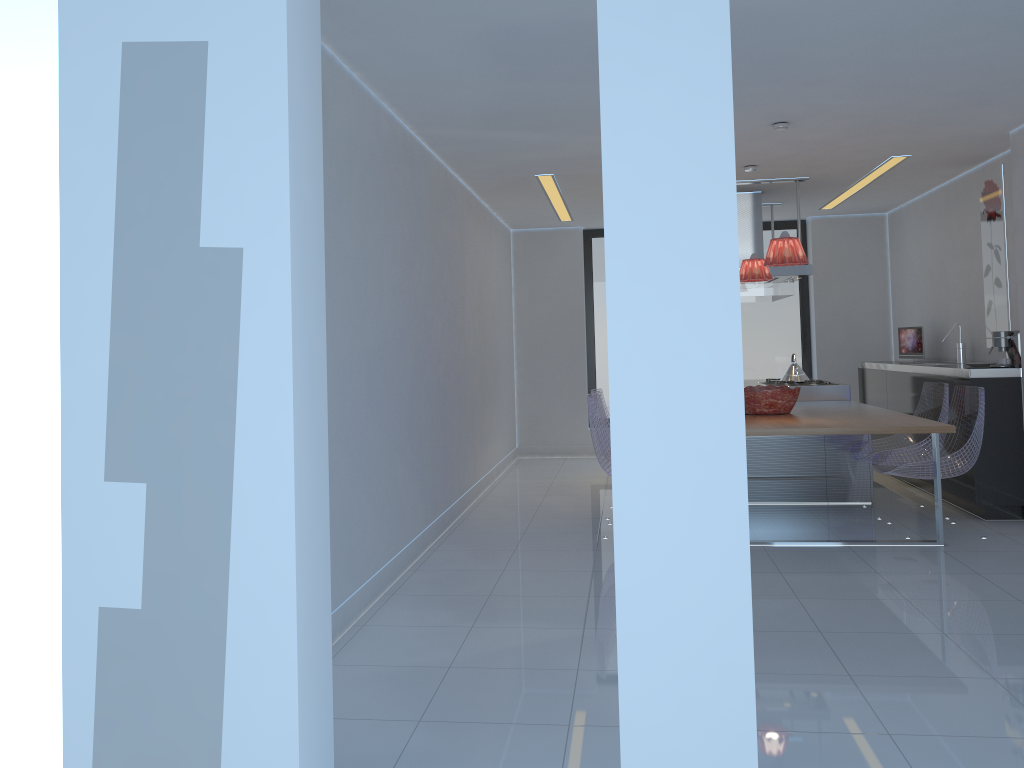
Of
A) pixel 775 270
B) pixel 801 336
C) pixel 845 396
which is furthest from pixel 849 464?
pixel 801 336

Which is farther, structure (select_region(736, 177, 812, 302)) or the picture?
structure (select_region(736, 177, 812, 302))

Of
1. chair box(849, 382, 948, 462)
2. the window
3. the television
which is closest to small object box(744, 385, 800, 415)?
chair box(849, 382, 948, 462)

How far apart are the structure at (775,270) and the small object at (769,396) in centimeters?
135cm

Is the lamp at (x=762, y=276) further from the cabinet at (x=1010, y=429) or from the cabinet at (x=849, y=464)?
the cabinet at (x=1010, y=429)

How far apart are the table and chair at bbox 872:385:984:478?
0.1m

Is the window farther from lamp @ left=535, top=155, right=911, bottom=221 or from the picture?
the picture

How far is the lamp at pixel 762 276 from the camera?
6.4 meters

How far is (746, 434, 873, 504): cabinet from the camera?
6.4m

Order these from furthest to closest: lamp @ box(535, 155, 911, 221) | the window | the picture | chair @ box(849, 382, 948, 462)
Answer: the window
lamp @ box(535, 155, 911, 221)
the picture
chair @ box(849, 382, 948, 462)
